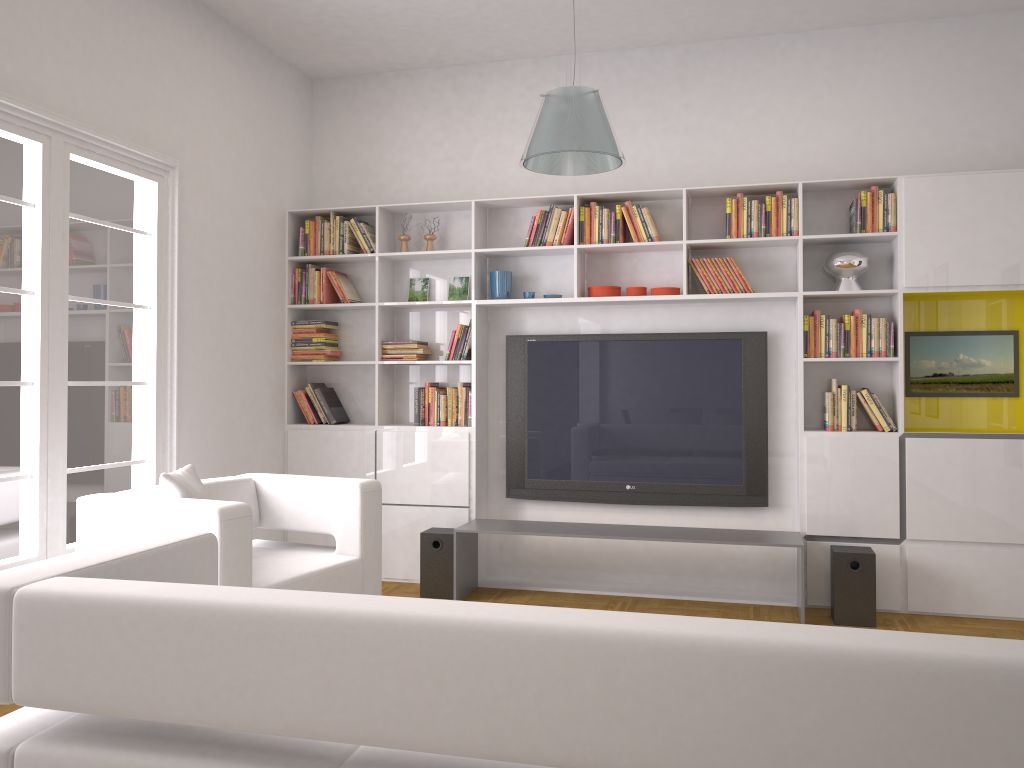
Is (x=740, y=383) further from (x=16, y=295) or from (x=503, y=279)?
(x=16, y=295)

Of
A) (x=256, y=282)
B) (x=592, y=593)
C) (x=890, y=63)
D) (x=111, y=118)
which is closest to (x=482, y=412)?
(x=592, y=593)

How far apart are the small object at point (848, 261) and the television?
0.5 meters

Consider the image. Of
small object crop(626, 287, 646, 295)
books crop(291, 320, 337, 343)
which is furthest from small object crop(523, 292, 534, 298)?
books crop(291, 320, 337, 343)

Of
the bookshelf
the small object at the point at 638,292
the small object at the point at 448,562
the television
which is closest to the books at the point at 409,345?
the bookshelf

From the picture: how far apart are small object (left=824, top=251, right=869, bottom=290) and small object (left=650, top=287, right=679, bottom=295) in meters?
0.9

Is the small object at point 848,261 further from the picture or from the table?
the table

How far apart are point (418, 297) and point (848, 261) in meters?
2.7 m

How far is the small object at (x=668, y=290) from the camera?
5.41m

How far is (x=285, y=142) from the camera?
6.02m
